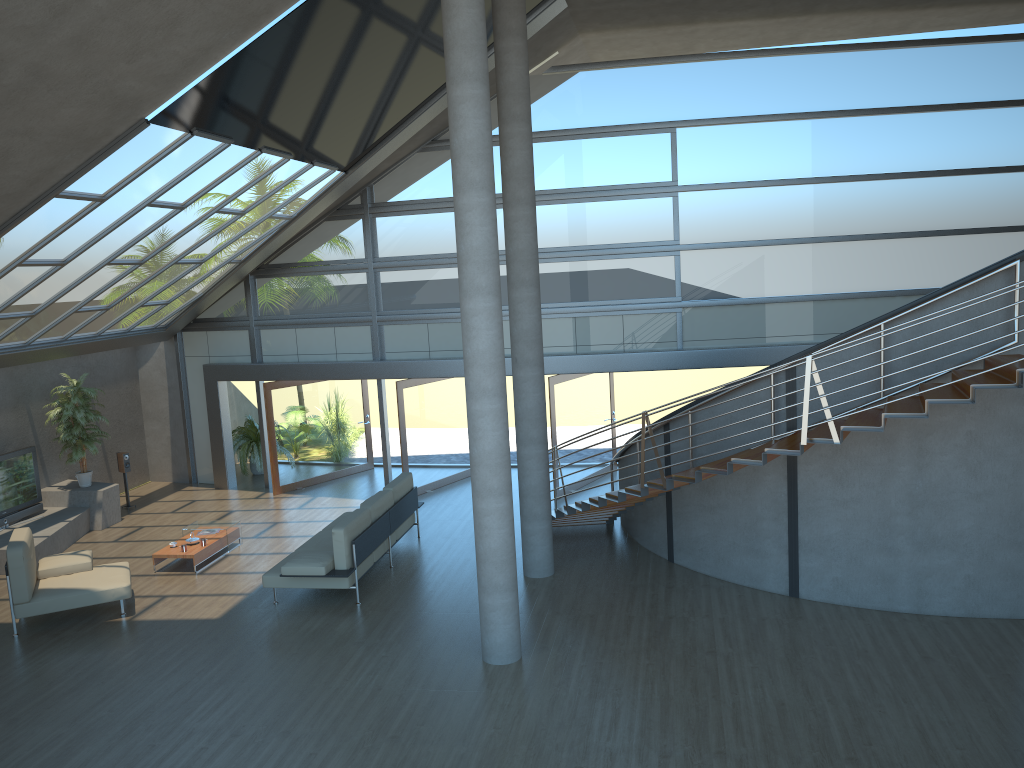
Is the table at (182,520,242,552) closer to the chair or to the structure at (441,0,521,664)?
the chair

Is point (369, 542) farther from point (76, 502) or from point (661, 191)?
point (661, 191)

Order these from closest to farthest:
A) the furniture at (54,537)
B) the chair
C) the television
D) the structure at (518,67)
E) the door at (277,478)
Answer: the chair < the structure at (518,67) < the furniture at (54,537) < the television < the door at (277,478)

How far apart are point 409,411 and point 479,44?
7.86m

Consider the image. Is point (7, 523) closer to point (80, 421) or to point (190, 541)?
point (80, 421)

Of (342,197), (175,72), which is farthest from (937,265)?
(175,72)

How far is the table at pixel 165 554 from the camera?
11.54m

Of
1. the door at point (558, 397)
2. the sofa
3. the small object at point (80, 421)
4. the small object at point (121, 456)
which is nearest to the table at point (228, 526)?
the sofa

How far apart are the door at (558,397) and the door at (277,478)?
4.4 meters

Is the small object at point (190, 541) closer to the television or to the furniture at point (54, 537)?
the furniture at point (54, 537)
